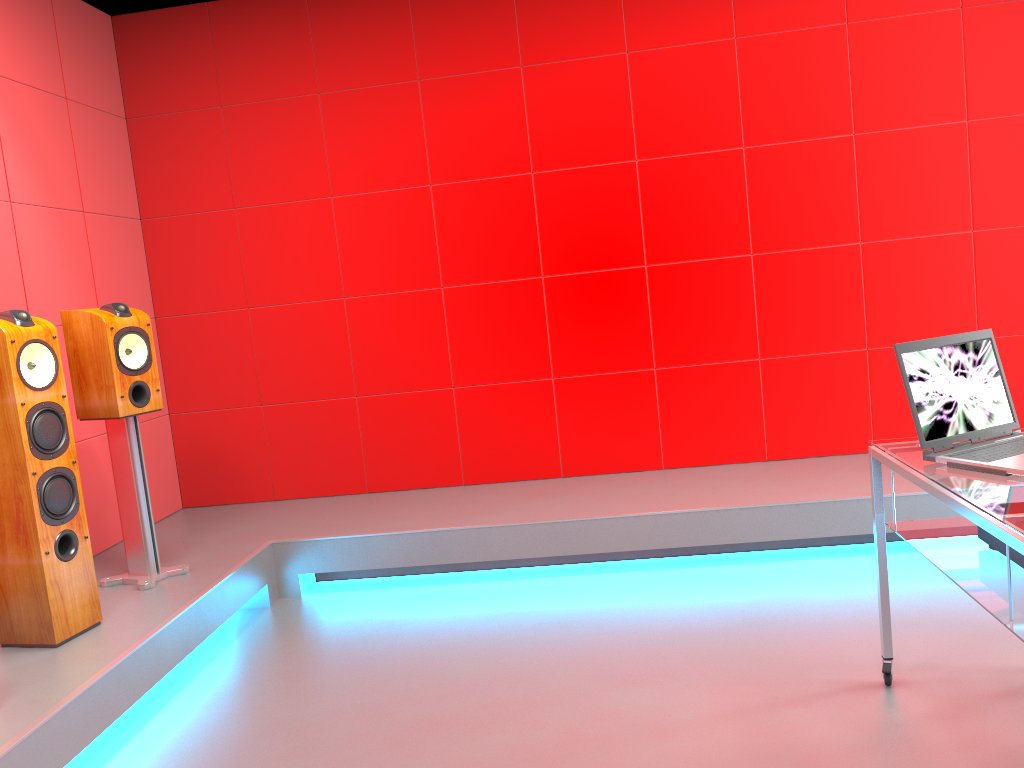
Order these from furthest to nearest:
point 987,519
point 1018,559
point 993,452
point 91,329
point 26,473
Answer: point 91,329 → point 26,473 → point 993,452 → point 1018,559 → point 987,519

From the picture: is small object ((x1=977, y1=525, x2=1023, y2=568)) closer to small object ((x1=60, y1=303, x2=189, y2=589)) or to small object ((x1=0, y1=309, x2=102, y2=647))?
small object ((x1=0, y1=309, x2=102, y2=647))

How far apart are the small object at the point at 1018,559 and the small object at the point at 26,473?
2.6 meters

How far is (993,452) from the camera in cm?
207

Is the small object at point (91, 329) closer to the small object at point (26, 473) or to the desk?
the small object at point (26, 473)

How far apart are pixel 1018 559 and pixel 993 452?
0.27m

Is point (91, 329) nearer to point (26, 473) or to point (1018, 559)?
point (26, 473)

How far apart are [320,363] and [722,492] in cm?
207

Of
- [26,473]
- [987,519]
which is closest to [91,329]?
[26,473]

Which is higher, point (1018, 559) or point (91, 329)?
point (91, 329)
